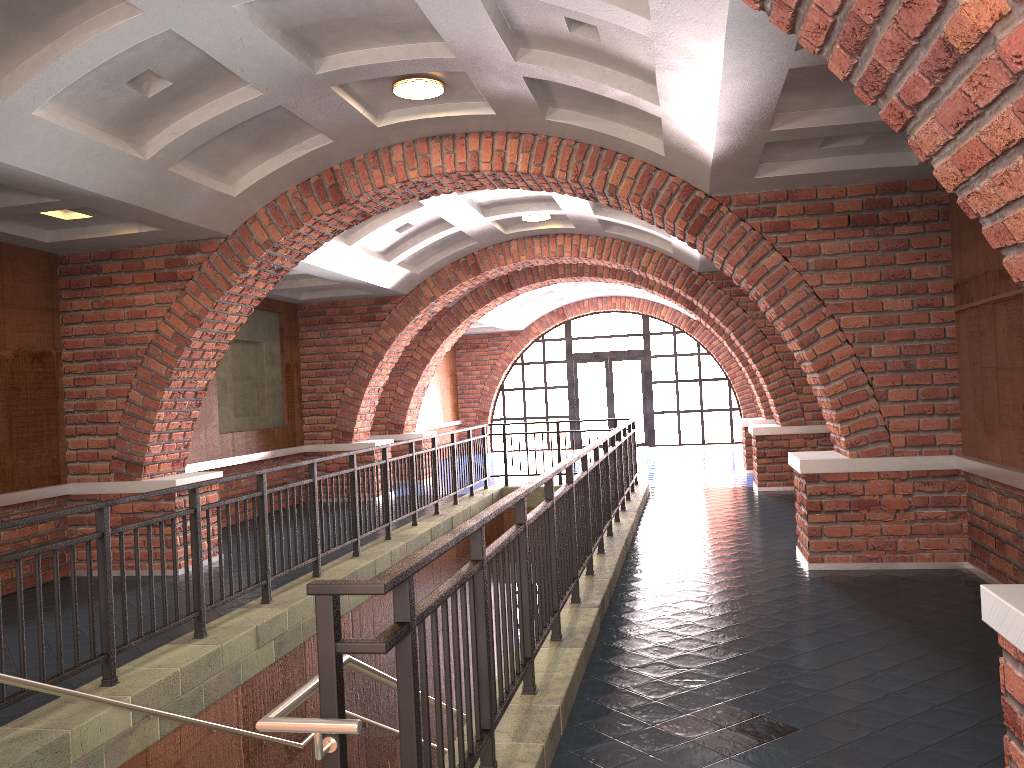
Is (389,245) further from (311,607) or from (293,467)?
(311,607)

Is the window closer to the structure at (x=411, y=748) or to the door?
the door

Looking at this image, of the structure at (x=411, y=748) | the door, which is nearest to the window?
the door

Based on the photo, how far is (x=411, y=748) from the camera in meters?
2.4 m

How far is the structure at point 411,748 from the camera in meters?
2.4

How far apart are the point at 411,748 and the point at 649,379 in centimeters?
1979cm

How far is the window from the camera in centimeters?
2179cm

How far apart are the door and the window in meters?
0.2 m

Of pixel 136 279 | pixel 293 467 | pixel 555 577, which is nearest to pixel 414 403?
pixel 293 467

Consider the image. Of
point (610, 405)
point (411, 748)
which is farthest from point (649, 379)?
point (411, 748)
